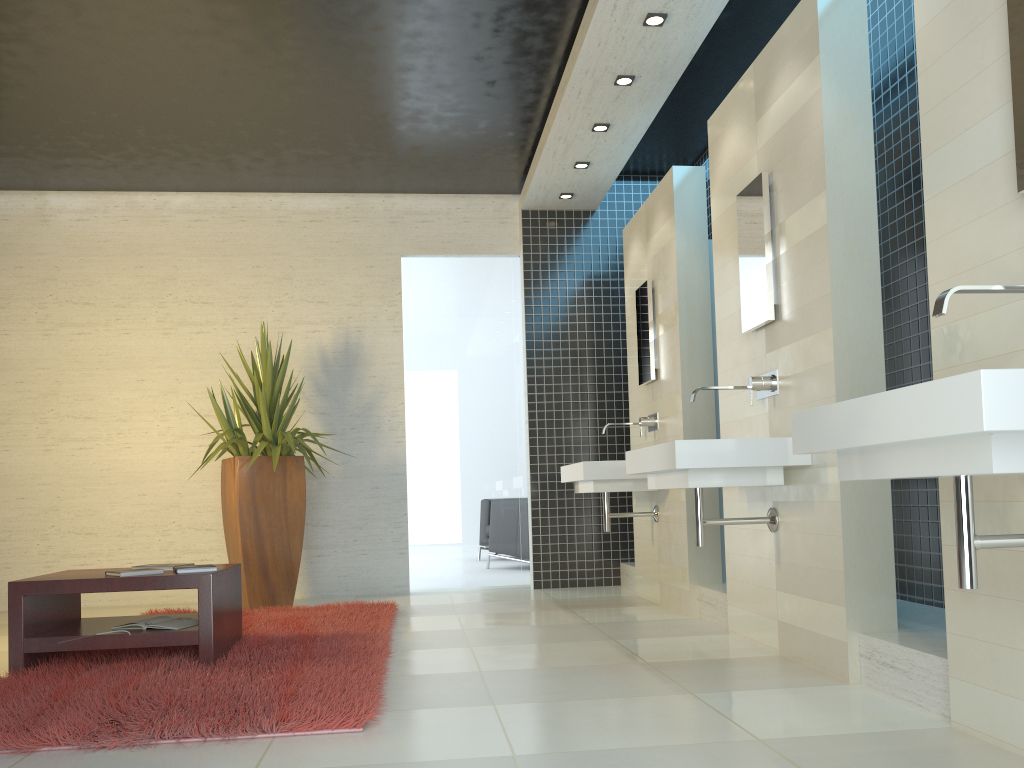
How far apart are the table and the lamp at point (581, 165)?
3.79m

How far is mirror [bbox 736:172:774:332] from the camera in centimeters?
401cm

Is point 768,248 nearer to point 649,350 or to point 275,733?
point 649,350

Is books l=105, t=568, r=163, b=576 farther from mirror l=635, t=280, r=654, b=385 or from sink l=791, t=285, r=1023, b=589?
mirror l=635, t=280, r=654, b=385

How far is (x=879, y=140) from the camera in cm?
453

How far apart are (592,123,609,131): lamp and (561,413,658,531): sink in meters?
2.0 m

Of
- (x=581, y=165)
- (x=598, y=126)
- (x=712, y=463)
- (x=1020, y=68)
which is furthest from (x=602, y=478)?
(x=1020, y=68)

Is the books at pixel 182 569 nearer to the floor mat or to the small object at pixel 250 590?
the floor mat

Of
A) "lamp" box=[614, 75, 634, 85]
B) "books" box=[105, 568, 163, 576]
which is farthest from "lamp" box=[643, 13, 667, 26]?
"books" box=[105, 568, 163, 576]

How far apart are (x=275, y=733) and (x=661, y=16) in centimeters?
379cm
